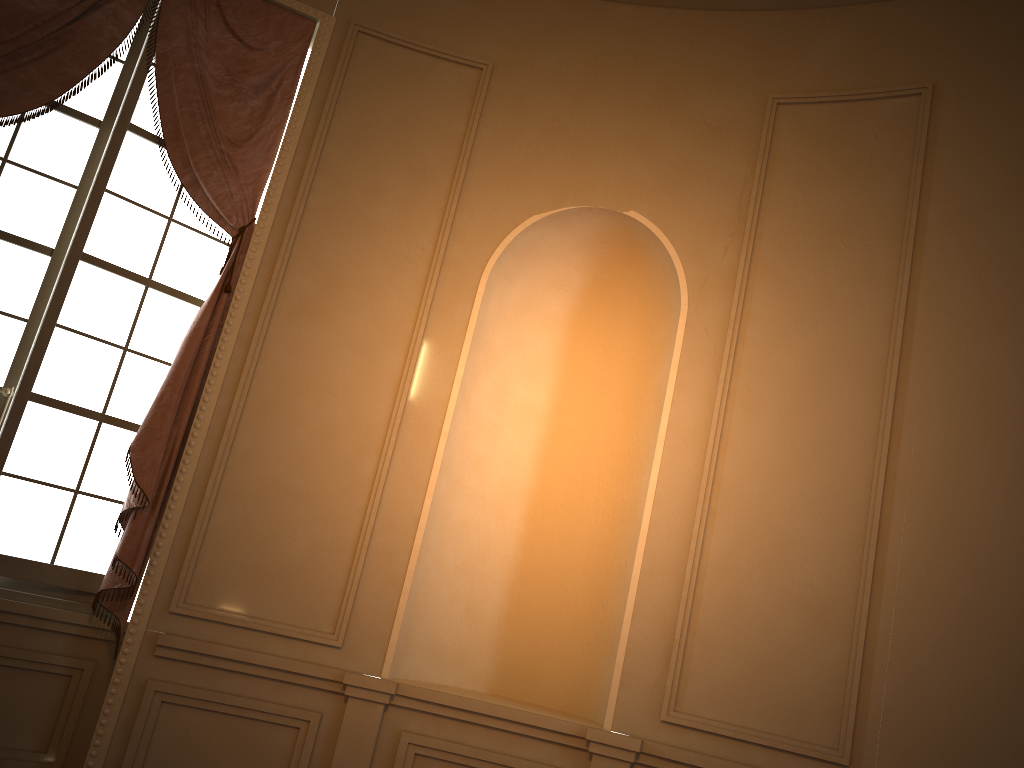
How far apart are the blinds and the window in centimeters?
7cm

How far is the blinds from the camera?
3.53m

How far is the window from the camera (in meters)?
3.56

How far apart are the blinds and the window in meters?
0.1

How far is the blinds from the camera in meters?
3.5 m

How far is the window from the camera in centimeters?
356cm
